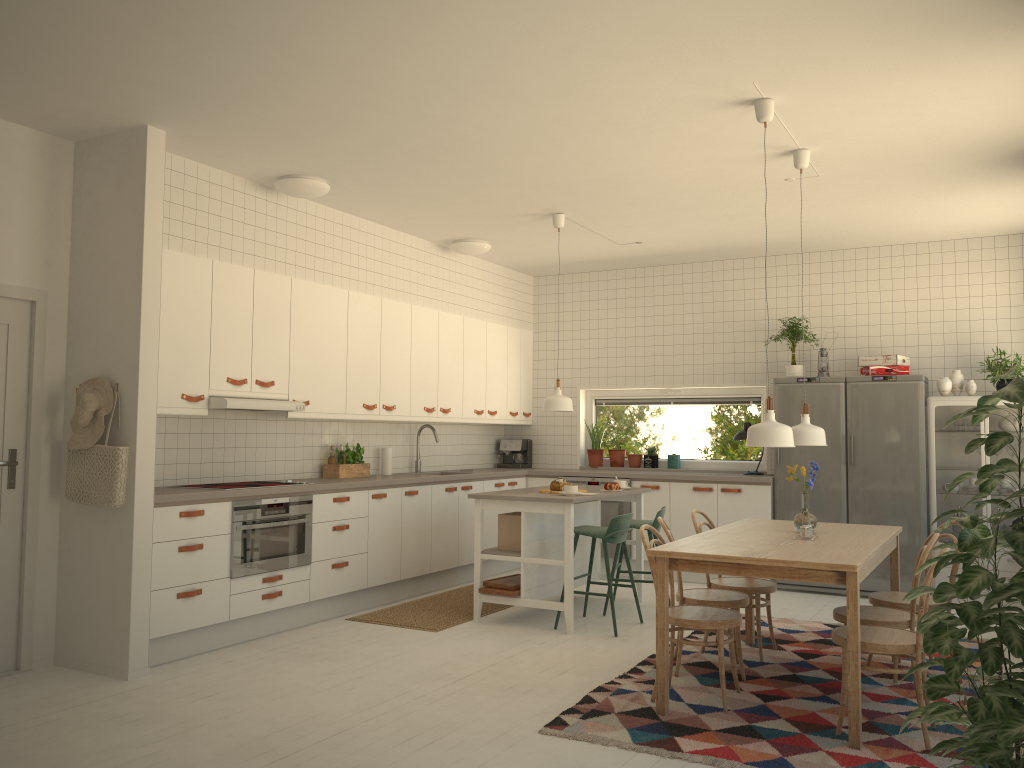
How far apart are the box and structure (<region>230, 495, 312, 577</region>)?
1.29m

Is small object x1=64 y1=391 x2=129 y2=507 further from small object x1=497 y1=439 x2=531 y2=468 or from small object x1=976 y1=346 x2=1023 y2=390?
small object x1=976 y1=346 x2=1023 y2=390

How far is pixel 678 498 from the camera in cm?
772

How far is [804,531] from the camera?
4.4m

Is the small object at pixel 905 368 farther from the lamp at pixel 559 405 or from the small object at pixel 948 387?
the lamp at pixel 559 405

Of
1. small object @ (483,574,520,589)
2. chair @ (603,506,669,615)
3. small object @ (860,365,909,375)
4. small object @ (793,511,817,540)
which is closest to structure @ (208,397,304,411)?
small object @ (483,574,520,589)

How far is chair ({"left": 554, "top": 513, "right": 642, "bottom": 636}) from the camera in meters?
5.7 m

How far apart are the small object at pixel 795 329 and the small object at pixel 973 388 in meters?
1.3 m

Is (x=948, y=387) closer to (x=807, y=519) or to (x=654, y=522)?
(x=654, y=522)

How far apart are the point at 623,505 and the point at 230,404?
3.9m
